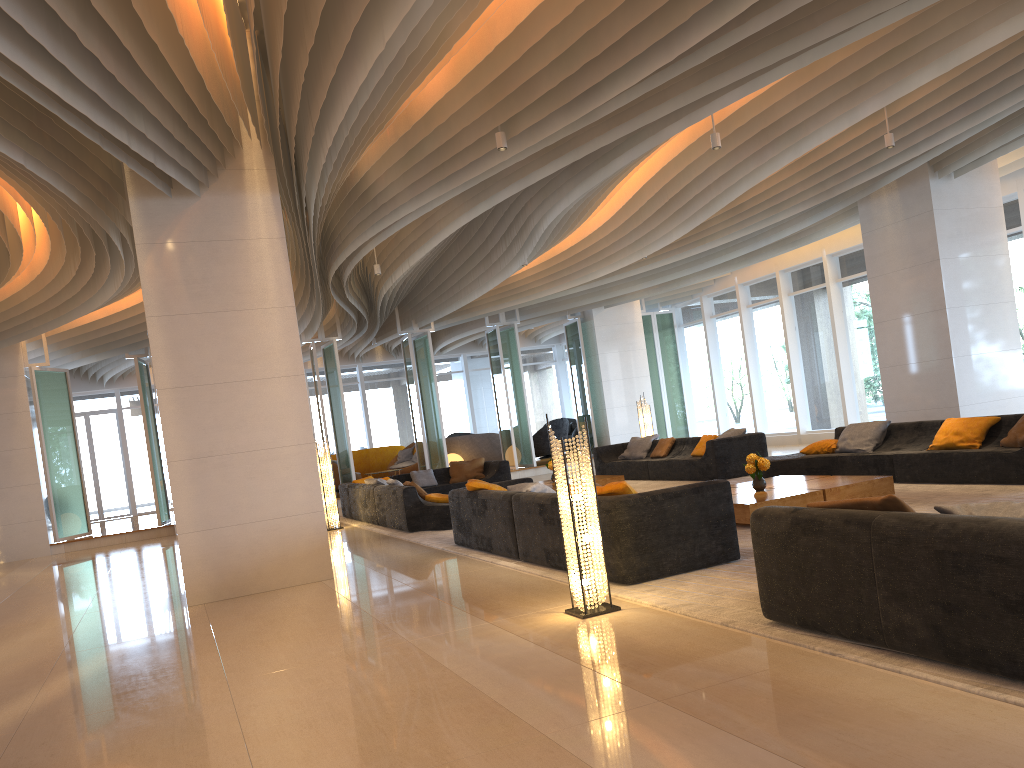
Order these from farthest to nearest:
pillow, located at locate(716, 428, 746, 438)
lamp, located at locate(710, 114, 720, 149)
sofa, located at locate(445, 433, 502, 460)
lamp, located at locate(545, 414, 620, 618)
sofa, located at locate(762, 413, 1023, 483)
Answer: sofa, located at locate(445, 433, 502, 460)
pillow, located at locate(716, 428, 746, 438)
lamp, located at locate(710, 114, 720, 149)
sofa, located at locate(762, 413, 1023, 483)
lamp, located at locate(545, 414, 620, 618)

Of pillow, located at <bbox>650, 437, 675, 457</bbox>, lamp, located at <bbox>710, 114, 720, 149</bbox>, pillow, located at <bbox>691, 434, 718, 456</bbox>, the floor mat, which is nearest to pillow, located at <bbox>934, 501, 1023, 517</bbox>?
the floor mat

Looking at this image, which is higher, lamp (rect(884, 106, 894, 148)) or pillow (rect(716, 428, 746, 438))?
lamp (rect(884, 106, 894, 148))

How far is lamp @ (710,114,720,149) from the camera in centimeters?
838cm

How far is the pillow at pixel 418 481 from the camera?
15.2m

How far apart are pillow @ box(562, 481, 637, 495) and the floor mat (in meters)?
0.64

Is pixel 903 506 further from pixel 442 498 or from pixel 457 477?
pixel 457 477

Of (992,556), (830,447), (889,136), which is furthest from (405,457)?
(992,556)

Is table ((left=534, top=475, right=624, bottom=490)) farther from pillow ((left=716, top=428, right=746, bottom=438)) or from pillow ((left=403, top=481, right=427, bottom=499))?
pillow ((left=403, top=481, right=427, bottom=499))

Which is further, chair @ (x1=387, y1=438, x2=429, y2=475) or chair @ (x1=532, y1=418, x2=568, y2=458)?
chair @ (x1=532, y1=418, x2=568, y2=458)
